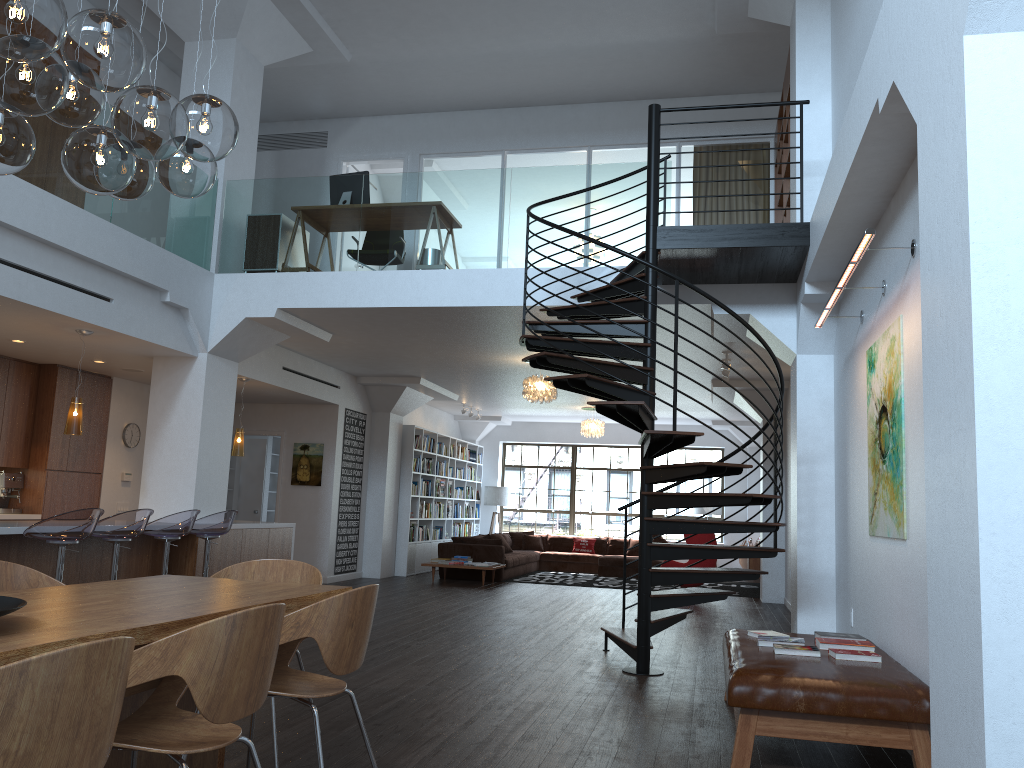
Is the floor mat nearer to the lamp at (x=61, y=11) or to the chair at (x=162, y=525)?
the chair at (x=162, y=525)

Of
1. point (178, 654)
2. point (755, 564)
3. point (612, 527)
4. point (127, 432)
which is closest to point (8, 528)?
point (178, 654)

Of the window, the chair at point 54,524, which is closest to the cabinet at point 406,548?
the window

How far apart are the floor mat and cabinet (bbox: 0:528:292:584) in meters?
5.0 m

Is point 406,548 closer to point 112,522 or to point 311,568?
point 112,522

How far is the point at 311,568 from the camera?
4.41m

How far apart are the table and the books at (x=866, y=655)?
2.5m

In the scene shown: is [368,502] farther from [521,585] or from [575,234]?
[575,234]

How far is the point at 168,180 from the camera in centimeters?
352cm

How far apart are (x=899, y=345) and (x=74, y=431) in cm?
643
